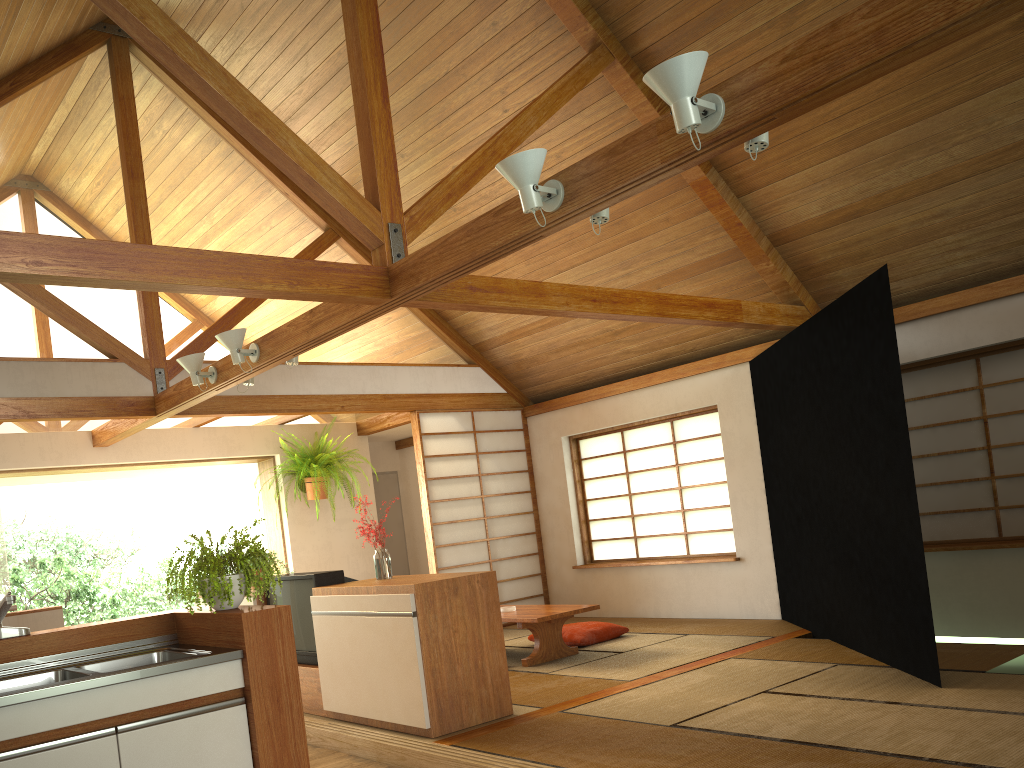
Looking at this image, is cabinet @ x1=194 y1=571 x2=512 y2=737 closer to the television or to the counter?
the television

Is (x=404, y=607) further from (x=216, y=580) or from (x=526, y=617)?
(x=526, y=617)

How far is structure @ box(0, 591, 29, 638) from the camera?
2.9m

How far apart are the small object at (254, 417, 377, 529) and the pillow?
2.62m

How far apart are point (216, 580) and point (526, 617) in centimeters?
295cm

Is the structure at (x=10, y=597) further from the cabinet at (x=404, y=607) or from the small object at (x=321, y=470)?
the small object at (x=321, y=470)

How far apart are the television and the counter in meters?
1.5

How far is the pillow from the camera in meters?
6.5 m

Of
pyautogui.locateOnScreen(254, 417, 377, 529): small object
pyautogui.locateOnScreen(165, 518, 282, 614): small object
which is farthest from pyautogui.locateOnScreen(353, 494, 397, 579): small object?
pyautogui.locateOnScreen(254, 417, 377, 529): small object

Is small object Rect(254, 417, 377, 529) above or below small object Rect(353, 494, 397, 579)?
above
